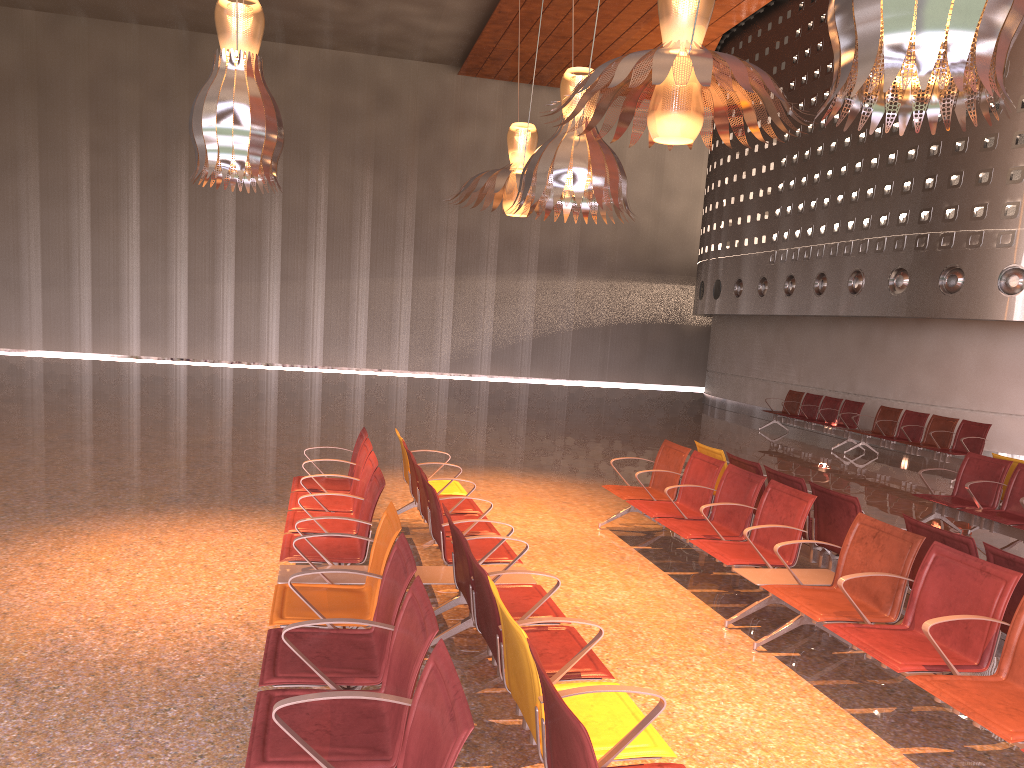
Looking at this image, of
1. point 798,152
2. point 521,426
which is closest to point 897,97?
point 521,426
